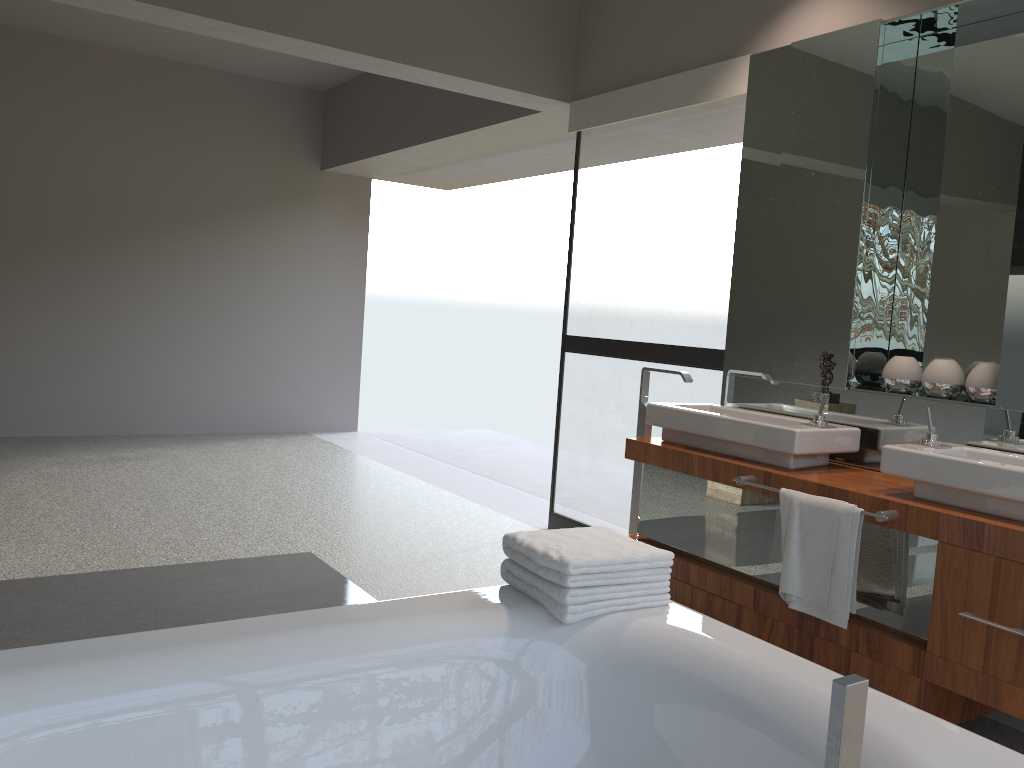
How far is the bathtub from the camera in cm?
152

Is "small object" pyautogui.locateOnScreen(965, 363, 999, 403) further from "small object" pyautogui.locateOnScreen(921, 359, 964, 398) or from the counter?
the counter

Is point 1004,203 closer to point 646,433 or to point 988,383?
point 988,383

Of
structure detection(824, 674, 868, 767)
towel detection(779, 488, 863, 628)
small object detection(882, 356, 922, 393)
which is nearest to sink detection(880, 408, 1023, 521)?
towel detection(779, 488, 863, 628)

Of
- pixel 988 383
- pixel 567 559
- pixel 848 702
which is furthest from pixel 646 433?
pixel 848 702

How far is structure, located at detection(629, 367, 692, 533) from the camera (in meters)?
3.77

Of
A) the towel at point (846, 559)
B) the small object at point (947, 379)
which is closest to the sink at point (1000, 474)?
the towel at point (846, 559)

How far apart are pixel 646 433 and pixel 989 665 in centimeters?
167cm

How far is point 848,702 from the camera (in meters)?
0.75

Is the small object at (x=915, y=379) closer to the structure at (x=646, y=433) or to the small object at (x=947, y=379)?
the small object at (x=947, y=379)
